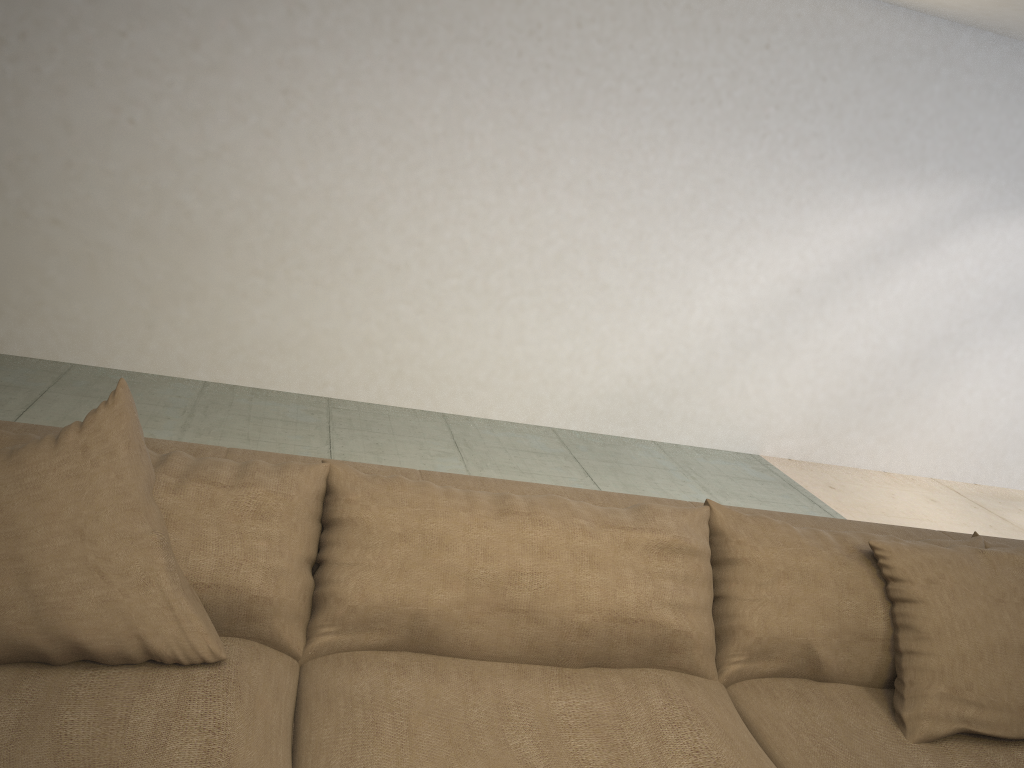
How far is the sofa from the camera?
1.3m

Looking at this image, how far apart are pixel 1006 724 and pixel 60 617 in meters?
1.7 m

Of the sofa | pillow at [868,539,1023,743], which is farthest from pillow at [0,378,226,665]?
pillow at [868,539,1023,743]

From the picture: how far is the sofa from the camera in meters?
1.3

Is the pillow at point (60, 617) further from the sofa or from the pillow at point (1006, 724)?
the pillow at point (1006, 724)

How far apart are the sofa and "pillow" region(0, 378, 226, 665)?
0.0 meters

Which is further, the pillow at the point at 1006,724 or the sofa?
the pillow at the point at 1006,724

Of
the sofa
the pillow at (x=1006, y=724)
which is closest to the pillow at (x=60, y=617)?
the sofa

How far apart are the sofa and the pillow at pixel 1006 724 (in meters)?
0.01

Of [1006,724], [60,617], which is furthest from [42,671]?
[1006,724]
